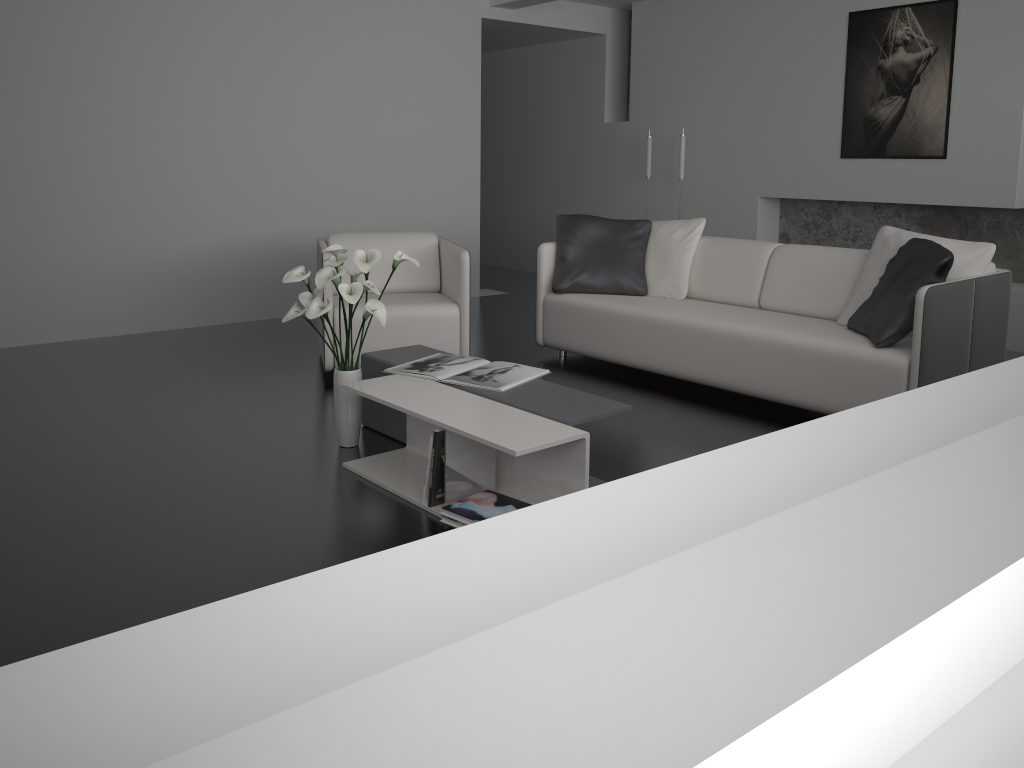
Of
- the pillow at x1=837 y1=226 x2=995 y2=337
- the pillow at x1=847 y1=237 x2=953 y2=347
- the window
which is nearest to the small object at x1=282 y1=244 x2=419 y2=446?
the pillow at x1=847 y1=237 x2=953 y2=347

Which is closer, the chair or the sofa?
the sofa

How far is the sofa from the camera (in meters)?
3.58

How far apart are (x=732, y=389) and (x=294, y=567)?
2.4 meters

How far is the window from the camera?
0.3m

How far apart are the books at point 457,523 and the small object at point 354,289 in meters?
0.8

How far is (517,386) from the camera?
3.2 meters

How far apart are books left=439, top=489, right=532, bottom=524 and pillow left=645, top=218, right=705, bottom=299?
2.31m

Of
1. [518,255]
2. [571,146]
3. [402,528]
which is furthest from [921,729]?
[518,255]

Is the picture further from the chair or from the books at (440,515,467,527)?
the books at (440,515,467,527)
